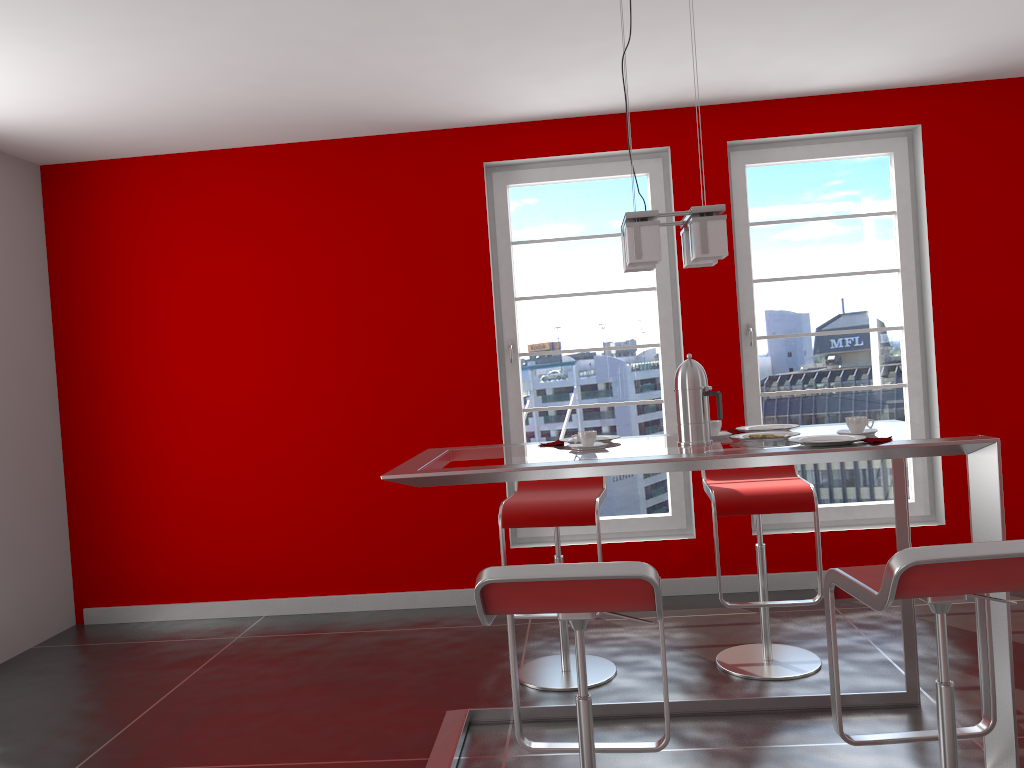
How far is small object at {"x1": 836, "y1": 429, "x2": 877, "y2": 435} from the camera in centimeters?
267cm

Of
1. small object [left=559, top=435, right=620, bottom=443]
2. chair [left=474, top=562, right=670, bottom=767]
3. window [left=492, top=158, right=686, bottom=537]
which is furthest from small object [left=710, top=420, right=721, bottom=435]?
window [left=492, top=158, right=686, bottom=537]

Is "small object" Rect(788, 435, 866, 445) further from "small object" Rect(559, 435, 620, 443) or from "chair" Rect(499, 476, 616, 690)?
"chair" Rect(499, 476, 616, 690)

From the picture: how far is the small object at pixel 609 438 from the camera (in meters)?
3.15

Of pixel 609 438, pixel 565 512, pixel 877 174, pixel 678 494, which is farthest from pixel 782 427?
pixel 877 174

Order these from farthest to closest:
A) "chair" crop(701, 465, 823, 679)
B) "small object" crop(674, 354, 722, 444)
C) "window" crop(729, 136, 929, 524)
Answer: "window" crop(729, 136, 929, 524) → "chair" crop(701, 465, 823, 679) → "small object" crop(674, 354, 722, 444)

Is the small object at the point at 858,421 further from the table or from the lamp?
the lamp

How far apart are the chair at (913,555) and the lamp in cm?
100

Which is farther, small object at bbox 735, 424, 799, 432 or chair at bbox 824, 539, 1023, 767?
small object at bbox 735, 424, 799, 432

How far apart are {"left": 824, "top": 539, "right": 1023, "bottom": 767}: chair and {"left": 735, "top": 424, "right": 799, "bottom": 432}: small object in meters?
1.0
